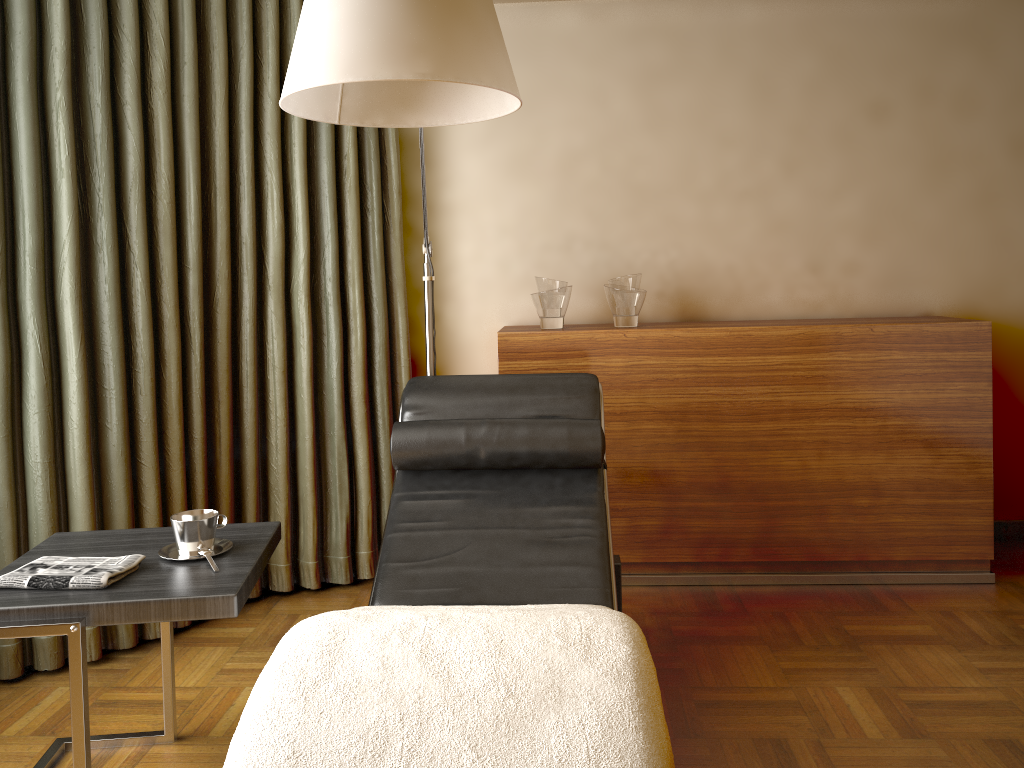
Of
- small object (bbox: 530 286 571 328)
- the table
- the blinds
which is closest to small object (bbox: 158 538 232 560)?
the table

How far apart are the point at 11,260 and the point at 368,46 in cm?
159

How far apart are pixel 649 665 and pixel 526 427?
1.01m

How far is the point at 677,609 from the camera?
2.9m

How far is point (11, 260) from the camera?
2.47m

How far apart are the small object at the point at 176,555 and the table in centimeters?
1cm

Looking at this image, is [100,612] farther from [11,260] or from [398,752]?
[11,260]

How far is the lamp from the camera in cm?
142

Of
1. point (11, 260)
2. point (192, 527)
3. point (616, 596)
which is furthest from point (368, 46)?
point (11, 260)

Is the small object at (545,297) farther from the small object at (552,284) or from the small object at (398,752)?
the small object at (398,752)
